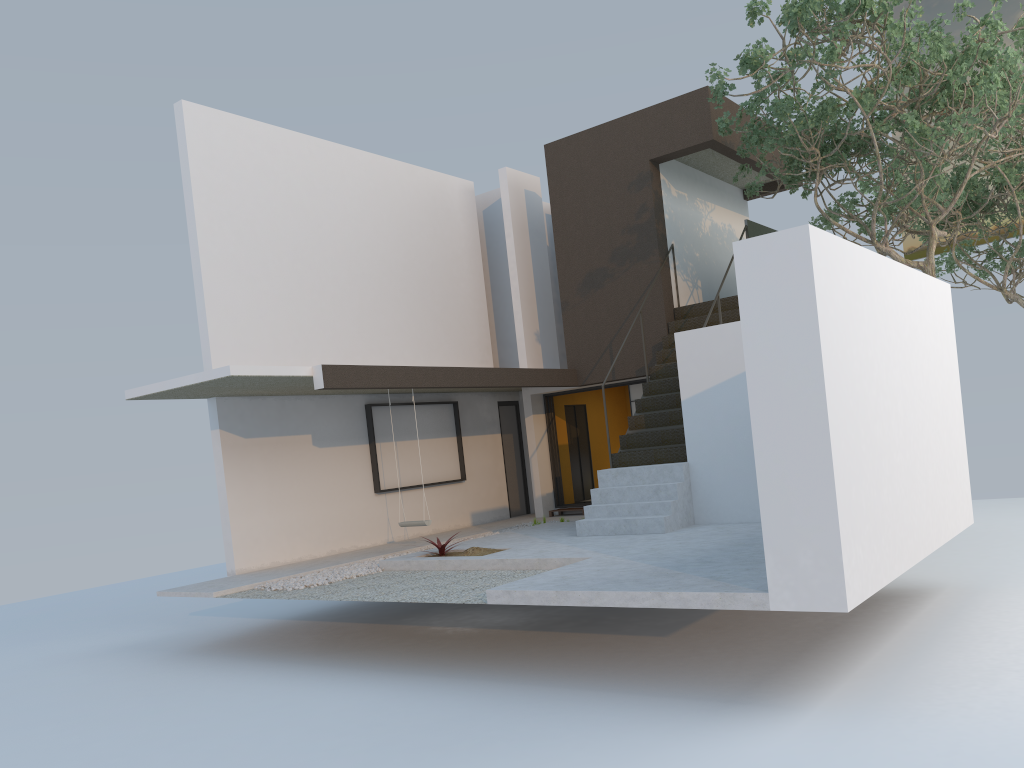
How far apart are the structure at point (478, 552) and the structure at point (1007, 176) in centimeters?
1011cm

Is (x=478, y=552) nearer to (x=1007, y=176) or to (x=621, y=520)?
(x=621, y=520)

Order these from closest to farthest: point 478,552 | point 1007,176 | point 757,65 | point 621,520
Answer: point 757,65, point 478,552, point 621,520, point 1007,176

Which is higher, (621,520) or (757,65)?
(757,65)

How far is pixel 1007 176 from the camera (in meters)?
14.40

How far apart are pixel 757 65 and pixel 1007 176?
7.9 meters

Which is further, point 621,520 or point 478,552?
point 621,520

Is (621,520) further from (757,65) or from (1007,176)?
(1007,176)

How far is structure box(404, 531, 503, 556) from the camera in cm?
962

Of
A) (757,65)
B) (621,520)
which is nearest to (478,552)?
(621,520)
